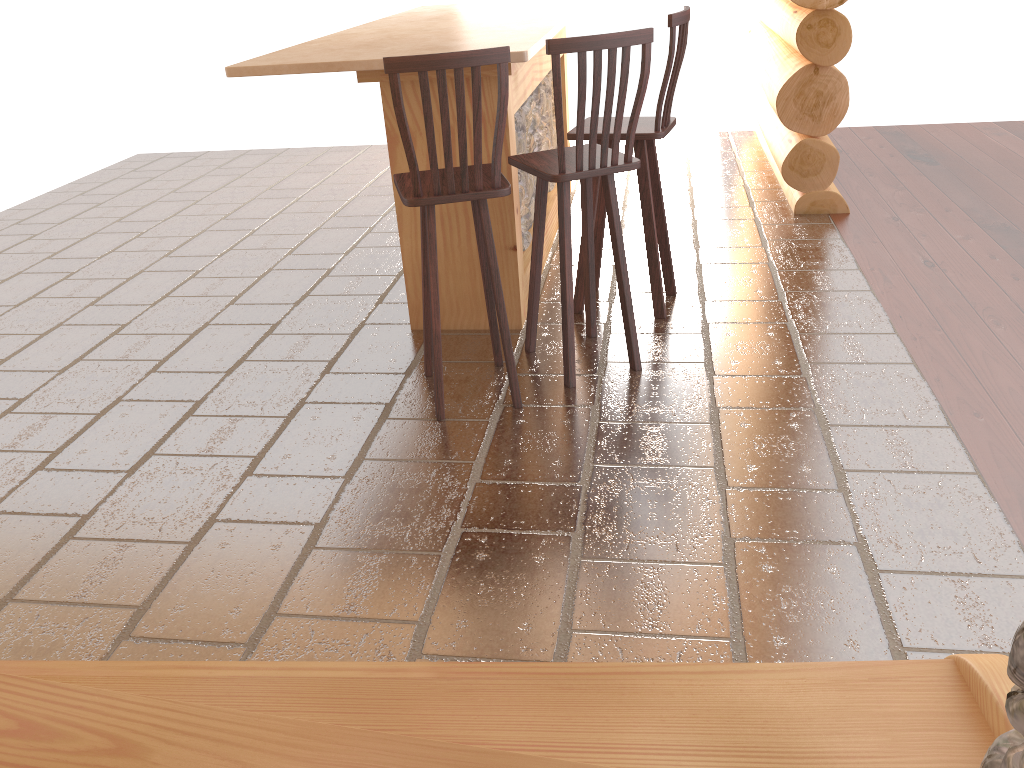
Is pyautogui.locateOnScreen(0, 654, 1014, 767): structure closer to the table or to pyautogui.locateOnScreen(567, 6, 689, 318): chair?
the table

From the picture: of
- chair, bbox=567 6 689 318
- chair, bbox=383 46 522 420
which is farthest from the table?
chair, bbox=383 46 522 420

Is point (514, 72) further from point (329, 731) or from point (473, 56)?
point (329, 731)

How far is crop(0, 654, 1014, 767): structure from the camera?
1.5 meters

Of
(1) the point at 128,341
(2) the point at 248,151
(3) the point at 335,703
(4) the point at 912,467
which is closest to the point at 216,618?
(3) the point at 335,703

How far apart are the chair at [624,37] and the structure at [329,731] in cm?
174

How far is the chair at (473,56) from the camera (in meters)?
2.81

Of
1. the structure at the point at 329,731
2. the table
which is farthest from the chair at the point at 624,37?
the structure at the point at 329,731

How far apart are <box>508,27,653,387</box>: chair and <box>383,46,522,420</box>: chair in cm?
12

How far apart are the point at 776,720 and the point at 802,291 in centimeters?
293cm
